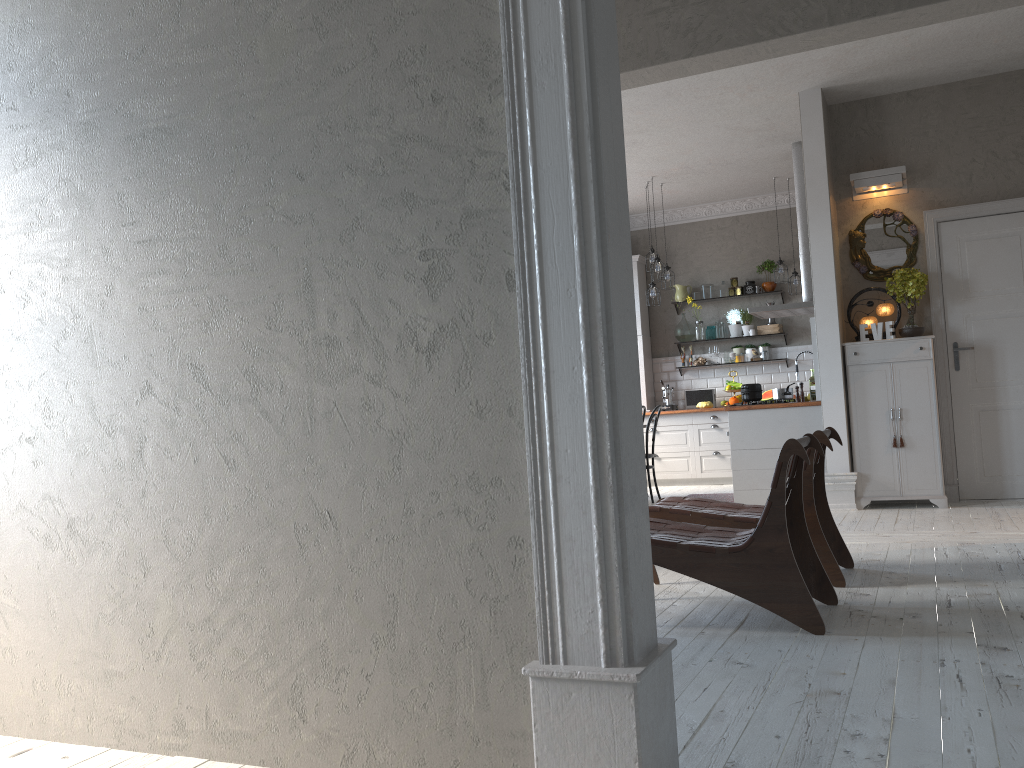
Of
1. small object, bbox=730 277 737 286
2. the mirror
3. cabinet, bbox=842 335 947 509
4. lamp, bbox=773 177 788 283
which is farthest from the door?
small object, bbox=730 277 737 286

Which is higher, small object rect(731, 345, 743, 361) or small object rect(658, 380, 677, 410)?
small object rect(731, 345, 743, 361)

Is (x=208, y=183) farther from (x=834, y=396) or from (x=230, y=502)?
(x=834, y=396)

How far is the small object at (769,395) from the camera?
9.8 meters

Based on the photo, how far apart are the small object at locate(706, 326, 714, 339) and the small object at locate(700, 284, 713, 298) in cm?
40

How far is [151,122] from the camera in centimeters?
247cm

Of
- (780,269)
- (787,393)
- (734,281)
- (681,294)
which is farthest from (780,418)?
(681,294)

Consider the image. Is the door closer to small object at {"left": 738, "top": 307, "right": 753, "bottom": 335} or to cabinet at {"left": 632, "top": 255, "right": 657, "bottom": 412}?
small object at {"left": 738, "top": 307, "right": 753, "bottom": 335}

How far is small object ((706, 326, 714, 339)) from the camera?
10.5m

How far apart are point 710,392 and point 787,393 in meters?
2.9
